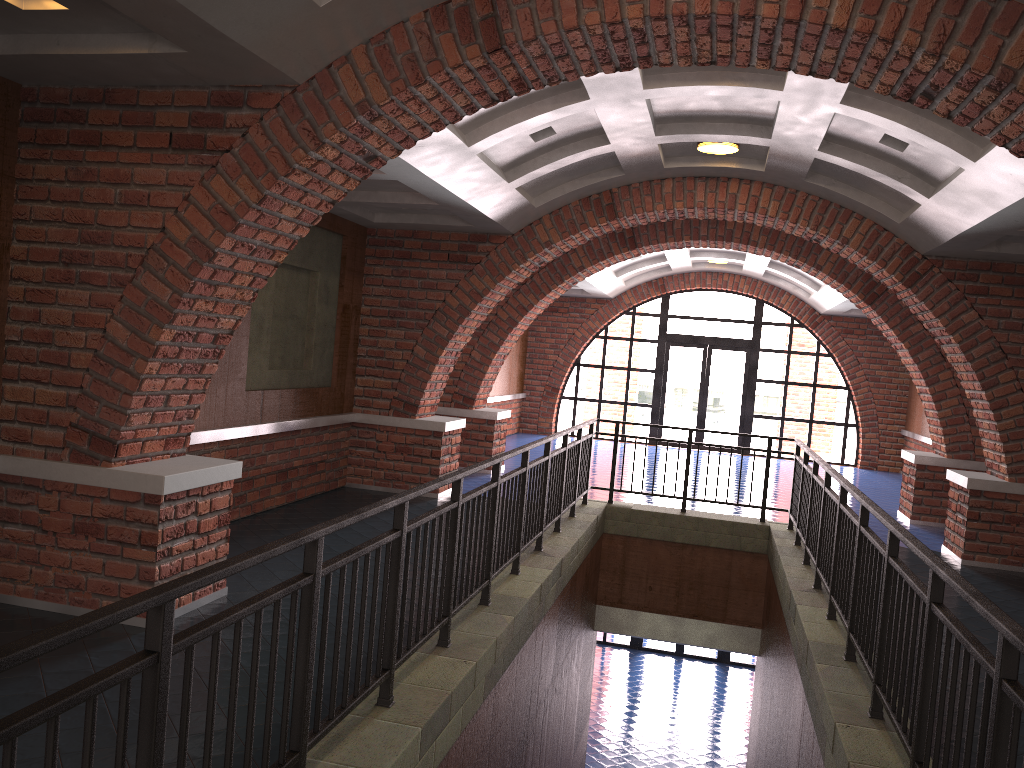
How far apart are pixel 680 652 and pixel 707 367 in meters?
6.1

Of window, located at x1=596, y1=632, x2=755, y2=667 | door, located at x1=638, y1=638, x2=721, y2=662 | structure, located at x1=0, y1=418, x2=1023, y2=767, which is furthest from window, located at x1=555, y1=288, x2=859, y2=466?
structure, located at x1=0, y1=418, x2=1023, y2=767

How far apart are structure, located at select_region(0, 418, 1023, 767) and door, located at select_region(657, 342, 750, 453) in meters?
9.3 m

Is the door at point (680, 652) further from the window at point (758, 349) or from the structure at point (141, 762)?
the structure at point (141, 762)

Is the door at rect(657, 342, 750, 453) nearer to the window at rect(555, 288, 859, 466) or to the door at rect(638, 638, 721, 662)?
the window at rect(555, 288, 859, 466)

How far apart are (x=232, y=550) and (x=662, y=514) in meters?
4.6

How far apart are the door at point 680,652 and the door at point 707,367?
4.5 meters

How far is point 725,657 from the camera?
18.7 meters

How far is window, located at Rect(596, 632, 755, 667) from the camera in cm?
1865

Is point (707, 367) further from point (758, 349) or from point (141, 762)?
point (141, 762)
